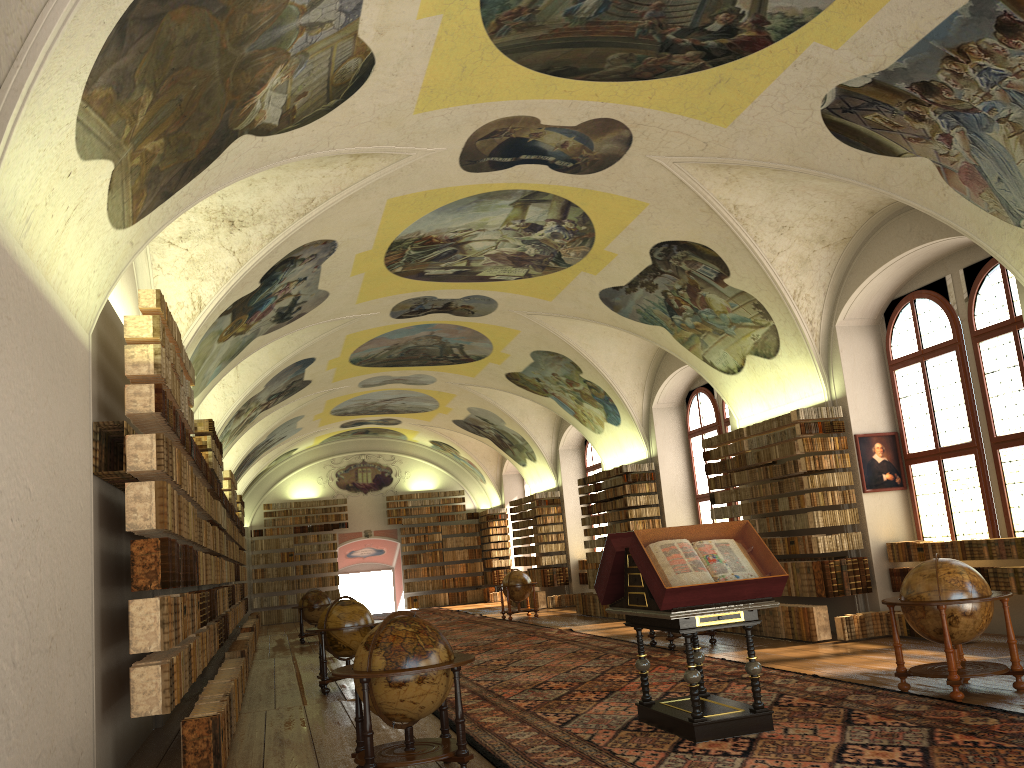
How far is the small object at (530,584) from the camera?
25.6m

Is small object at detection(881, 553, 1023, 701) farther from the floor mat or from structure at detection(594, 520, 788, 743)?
structure at detection(594, 520, 788, 743)

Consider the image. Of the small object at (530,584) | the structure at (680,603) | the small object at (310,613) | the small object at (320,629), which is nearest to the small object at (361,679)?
the structure at (680,603)

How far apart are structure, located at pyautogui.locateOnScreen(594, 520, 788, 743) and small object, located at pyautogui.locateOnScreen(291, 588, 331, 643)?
16.17m

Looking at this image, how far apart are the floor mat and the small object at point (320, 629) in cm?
167

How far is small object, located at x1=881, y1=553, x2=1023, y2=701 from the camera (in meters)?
8.94

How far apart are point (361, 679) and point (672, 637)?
8.90m

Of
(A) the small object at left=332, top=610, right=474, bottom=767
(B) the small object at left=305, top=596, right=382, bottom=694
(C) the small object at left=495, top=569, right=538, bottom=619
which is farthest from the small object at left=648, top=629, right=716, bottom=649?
(C) the small object at left=495, top=569, right=538, bottom=619

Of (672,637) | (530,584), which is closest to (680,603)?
(672,637)

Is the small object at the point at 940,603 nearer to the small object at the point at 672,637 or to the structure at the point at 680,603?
the structure at the point at 680,603
